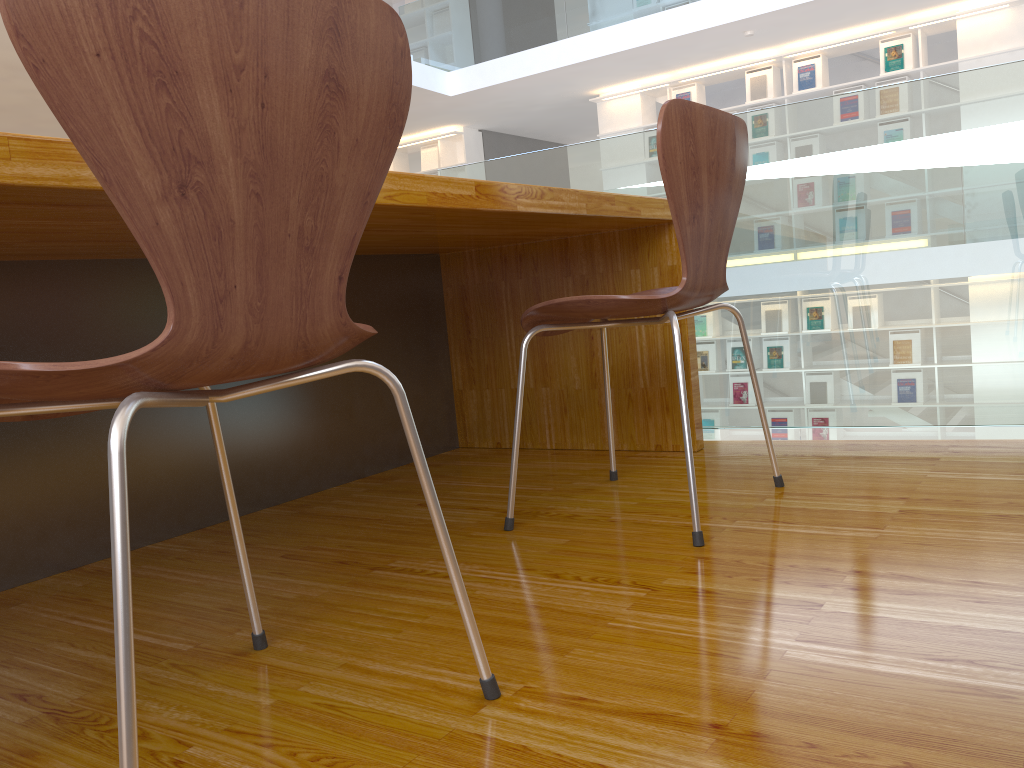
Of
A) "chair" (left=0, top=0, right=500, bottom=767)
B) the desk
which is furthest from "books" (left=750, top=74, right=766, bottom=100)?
"chair" (left=0, top=0, right=500, bottom=767)

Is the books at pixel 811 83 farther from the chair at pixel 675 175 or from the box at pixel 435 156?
the chair at pixel 675 175

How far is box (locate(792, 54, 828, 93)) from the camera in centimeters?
754cm

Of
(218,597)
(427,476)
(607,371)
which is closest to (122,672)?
(427,476)

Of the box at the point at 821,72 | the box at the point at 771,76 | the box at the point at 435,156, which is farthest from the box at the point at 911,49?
the box at the point at 435,156

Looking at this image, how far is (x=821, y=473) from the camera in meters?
1.8

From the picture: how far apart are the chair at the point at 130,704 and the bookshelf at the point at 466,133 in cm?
897

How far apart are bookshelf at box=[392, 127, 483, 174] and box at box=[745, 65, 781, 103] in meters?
3.1

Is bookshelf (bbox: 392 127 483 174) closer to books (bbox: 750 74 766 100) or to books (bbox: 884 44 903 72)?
books (bbox: 750 74 766 100)

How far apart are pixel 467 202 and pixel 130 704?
1.0 meters
